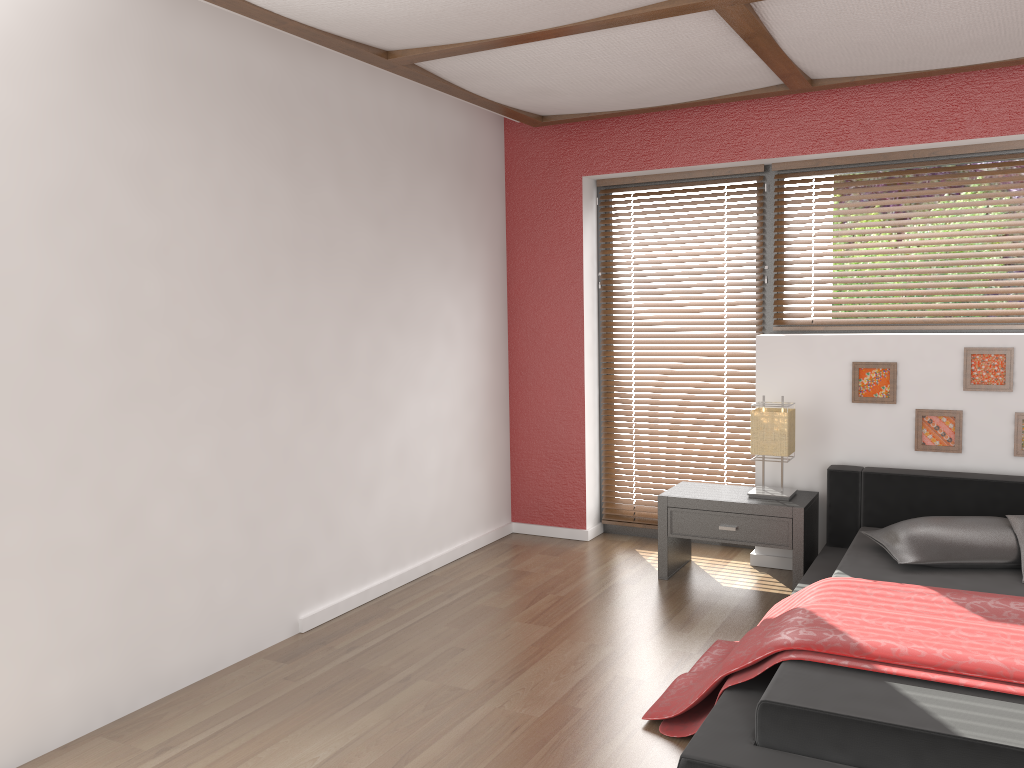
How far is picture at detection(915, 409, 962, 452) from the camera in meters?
4.1 m

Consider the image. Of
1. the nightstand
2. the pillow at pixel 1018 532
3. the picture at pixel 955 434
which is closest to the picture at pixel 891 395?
the picture at pixel 955 434

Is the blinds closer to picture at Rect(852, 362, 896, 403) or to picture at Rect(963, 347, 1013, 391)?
picture at Rect(852, 362, 896, 403)

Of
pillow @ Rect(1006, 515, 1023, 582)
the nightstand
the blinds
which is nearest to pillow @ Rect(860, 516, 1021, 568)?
pillow @ Rect(1006, 515, 1023, 582)

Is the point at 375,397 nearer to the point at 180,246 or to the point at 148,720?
the point at 180,246

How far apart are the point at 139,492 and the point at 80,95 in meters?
1.3 m

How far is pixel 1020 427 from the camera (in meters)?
4.00

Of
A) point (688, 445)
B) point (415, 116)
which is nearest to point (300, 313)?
point (415, 116)

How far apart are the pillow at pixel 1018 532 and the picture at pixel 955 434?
0.6 meters

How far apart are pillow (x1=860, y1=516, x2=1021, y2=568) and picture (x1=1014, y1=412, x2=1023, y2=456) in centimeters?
55cm
